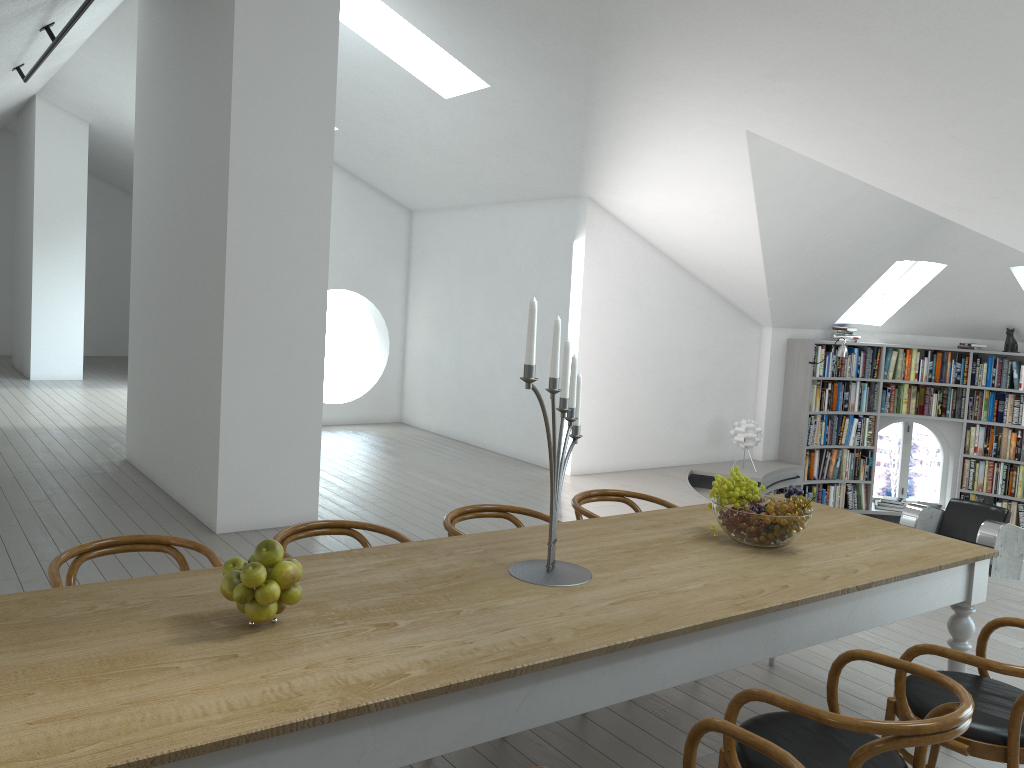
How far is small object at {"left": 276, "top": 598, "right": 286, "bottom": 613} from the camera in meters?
2.3 m

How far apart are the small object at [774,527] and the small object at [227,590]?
1.7m

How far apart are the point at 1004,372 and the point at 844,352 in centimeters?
186cm

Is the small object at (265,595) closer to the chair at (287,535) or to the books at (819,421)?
the chair at (287,535)

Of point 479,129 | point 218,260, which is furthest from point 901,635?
point 479,129

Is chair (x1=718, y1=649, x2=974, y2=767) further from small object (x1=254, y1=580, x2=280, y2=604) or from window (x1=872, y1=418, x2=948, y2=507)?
window (x1=872, y1=418, x2=948, y2=507)

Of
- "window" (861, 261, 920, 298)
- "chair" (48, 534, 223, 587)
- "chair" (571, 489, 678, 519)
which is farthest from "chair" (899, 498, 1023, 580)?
"chair" (48, 534, 223, 587)

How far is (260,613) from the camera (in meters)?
2.20

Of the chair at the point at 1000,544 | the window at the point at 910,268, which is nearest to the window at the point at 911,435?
the window at the point at 910,268

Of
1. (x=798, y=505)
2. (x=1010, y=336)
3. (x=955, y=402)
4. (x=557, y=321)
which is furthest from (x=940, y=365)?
(x=557, y=321)
